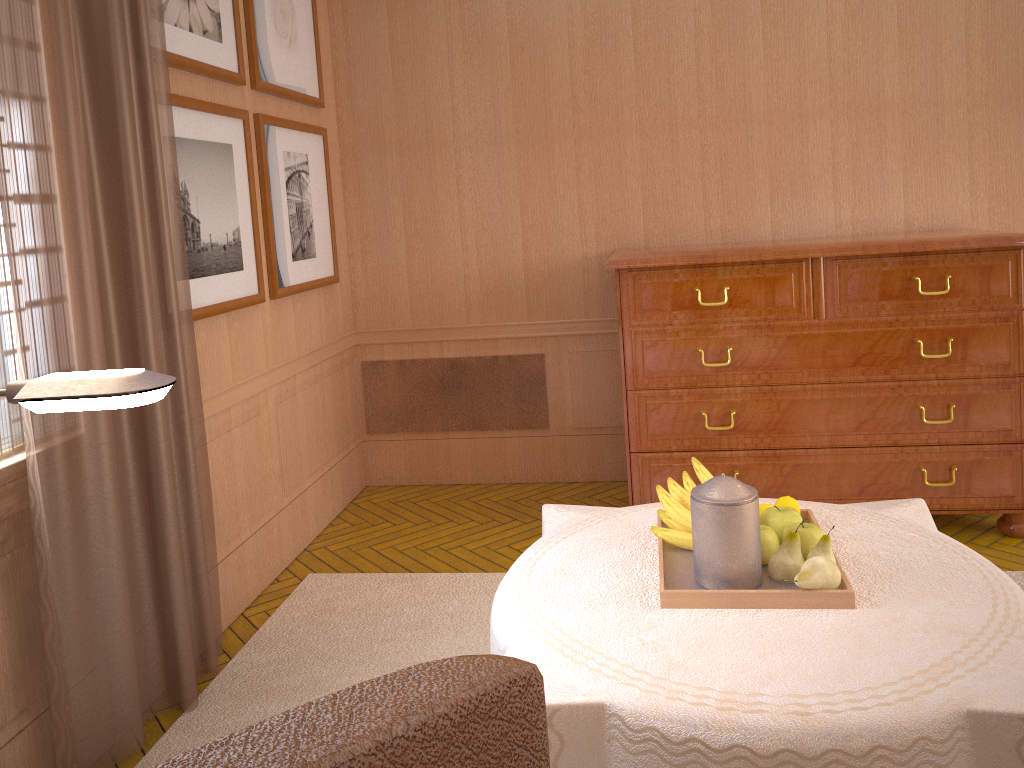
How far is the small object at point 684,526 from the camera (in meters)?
3.52

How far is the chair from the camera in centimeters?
58cm

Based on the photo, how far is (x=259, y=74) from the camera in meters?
5.7 m

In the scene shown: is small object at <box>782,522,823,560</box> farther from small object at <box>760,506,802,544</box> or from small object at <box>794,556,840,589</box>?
small object at <box>794,556,840,589</box>

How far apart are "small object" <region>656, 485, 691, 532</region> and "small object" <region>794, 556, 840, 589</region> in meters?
0.5 m

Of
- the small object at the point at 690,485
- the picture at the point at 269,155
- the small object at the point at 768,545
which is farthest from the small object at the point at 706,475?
the picture at the point at 269,155

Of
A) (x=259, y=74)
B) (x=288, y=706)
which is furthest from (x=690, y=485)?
(x=259, y=74)

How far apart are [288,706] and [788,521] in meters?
2.6

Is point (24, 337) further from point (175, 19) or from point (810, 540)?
point (810, 540)

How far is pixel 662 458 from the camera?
6.0 meters
